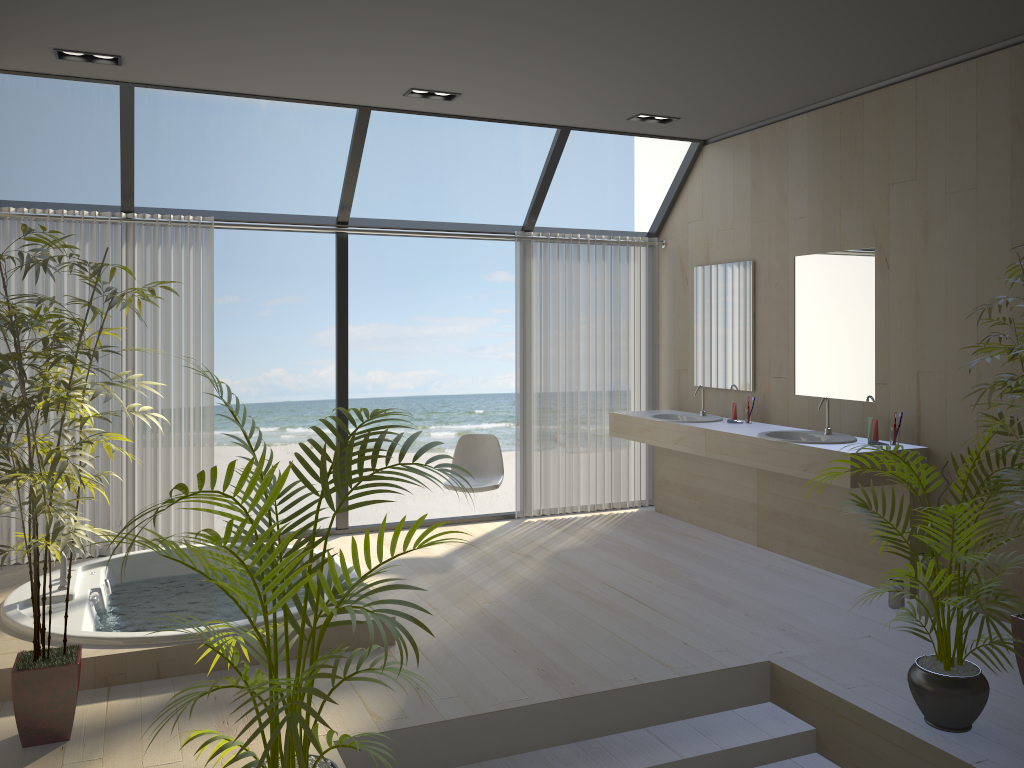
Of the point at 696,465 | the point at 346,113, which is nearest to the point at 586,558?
the point at 696,465

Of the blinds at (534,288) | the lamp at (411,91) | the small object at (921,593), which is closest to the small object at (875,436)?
the small object at (921,593)

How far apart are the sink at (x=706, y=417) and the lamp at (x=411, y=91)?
2.6 meters

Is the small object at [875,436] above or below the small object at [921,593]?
above

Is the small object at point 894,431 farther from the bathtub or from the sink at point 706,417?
the bathtub

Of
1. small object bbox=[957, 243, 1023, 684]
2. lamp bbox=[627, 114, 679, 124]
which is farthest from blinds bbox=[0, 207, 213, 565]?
small object bbox=[957, 243, 1023, 684]

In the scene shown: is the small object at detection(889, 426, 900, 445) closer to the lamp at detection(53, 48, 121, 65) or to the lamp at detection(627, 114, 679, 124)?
the lamp at detection(627, 114, 679, 124)

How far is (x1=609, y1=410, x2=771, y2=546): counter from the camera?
5.77m

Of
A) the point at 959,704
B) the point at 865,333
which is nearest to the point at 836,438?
the point at 865,333

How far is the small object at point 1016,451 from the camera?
3.3 meters
